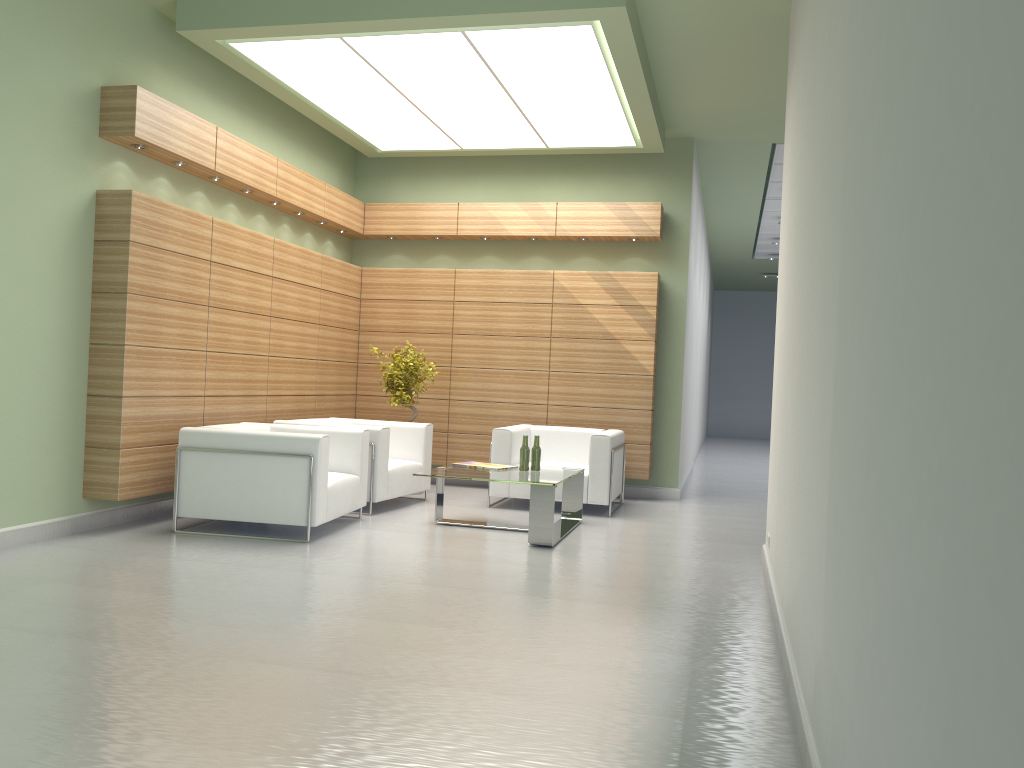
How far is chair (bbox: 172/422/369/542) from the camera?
10.1 meters

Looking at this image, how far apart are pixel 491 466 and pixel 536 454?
0.6m

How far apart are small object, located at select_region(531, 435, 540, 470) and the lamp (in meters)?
4.91

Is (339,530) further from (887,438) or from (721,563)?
(887,438)

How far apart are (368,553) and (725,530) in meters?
5.3

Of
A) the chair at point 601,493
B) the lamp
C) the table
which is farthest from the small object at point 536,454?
the lamp

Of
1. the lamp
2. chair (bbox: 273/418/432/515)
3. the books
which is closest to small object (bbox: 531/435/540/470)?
the books

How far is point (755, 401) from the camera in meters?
38.5

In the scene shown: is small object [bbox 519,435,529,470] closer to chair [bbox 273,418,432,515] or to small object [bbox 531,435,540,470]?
→ small object [bbox 531,435,540,470]

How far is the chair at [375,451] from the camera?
12.3 meters
